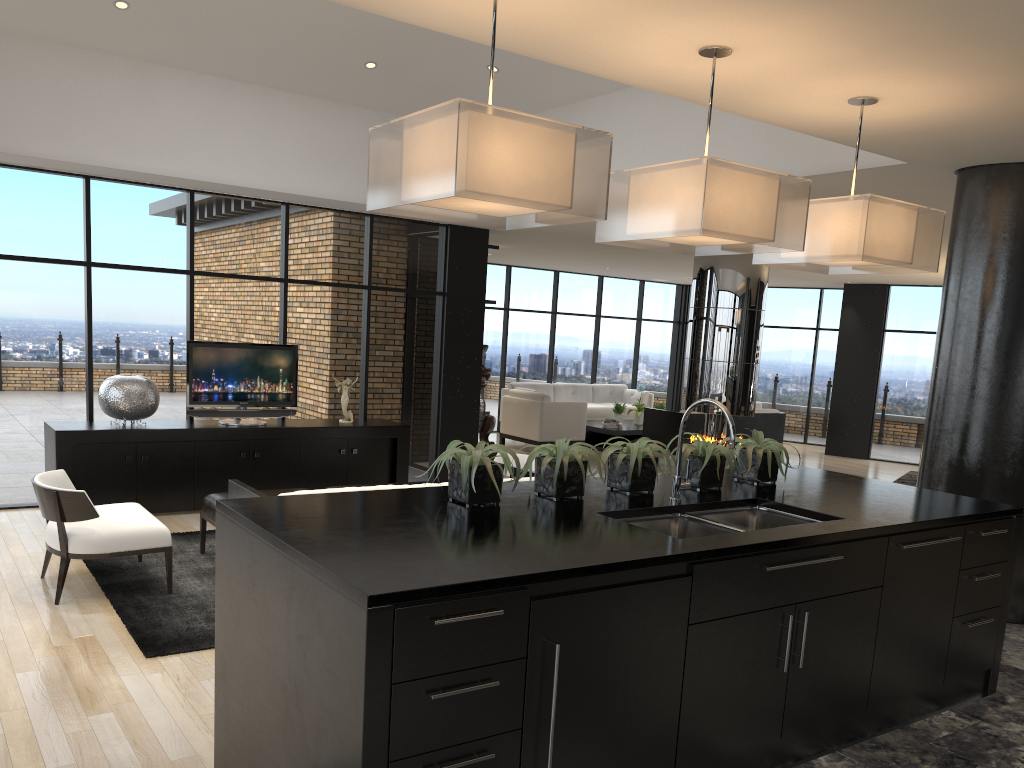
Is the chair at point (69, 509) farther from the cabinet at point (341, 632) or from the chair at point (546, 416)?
the chair at point (546, 416)

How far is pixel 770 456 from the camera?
3.9m

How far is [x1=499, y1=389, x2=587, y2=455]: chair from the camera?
12.22m

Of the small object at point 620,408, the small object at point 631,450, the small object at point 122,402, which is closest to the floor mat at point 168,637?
the small object at point 122,402

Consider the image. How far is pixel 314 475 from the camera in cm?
799

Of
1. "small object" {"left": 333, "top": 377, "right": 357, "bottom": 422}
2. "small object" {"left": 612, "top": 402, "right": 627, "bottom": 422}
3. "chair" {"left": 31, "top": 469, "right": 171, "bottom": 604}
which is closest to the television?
"small object" {"left": 333, "top": 377, "right": 357, "bottom": 422}

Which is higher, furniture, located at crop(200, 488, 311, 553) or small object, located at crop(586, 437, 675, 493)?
small object, located at crop(586, 437, 675, 493)

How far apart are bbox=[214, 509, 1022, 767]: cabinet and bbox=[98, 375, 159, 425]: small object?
4.62m

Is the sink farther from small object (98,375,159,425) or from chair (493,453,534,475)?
small object (98,375,159,425)

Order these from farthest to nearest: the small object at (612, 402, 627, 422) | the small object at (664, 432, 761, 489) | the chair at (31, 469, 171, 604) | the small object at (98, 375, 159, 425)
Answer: the small object at (612, 402, 627, 422), the small object at (98, 375, 159, 425), the chair at (31, 469, 171, 604), the small object at (664, 432, 761, 489)
